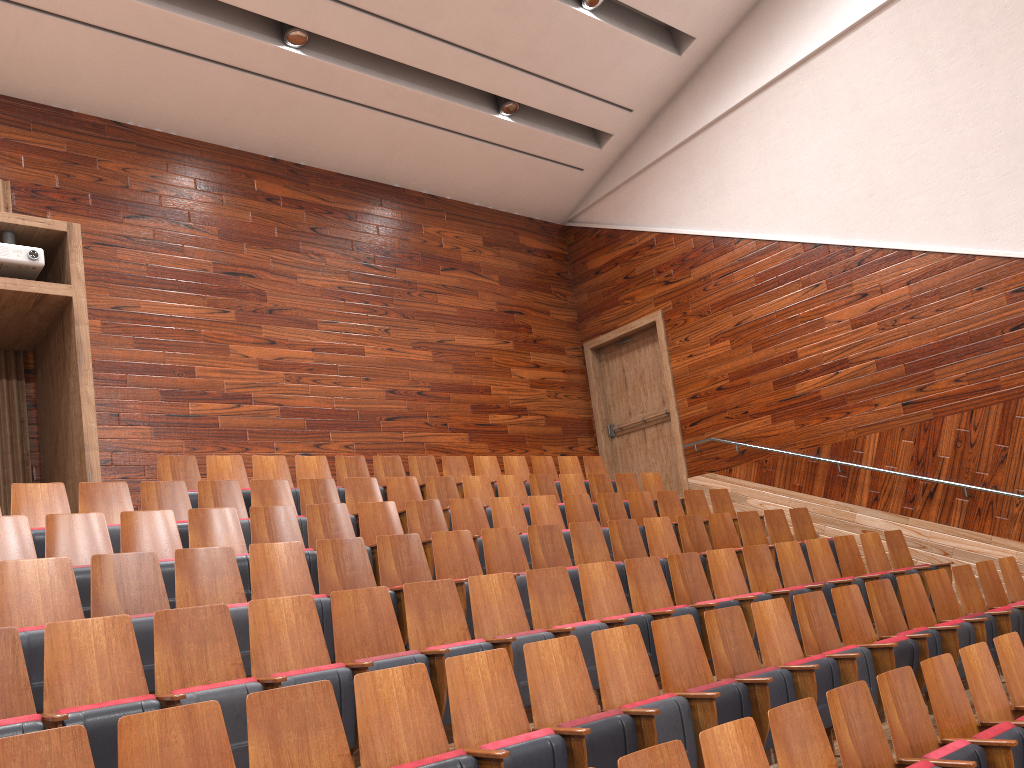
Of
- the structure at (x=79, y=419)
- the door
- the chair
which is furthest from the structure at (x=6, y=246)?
the door

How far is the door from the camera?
1.1m

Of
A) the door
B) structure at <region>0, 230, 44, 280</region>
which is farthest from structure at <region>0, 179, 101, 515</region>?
the door

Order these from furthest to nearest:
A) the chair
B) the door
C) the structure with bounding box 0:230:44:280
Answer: the door < the structure with bounding box 0:230:44:280 < the chair

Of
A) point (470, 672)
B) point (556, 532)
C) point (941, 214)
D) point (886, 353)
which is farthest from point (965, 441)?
point (470, 672)

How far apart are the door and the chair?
0.1m

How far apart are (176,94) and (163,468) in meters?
0.4 m

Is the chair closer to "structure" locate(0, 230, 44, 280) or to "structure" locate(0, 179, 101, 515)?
"structure" locate(0, 179, 101, 515)

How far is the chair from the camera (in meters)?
0.29

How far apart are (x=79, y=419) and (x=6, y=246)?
0.1 meters
